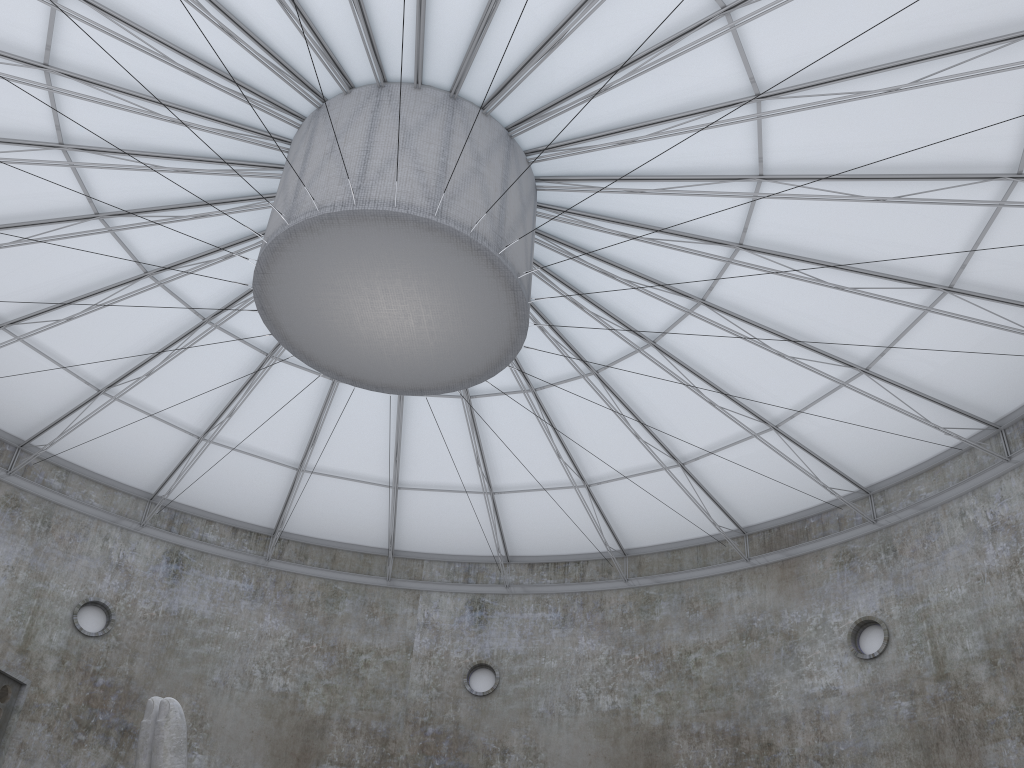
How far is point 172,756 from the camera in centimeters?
1482cm

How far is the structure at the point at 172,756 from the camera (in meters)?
14.82

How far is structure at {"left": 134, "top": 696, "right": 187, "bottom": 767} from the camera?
14.8m

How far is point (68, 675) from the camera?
33.3m

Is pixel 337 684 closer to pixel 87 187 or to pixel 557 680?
pixel 557 680
